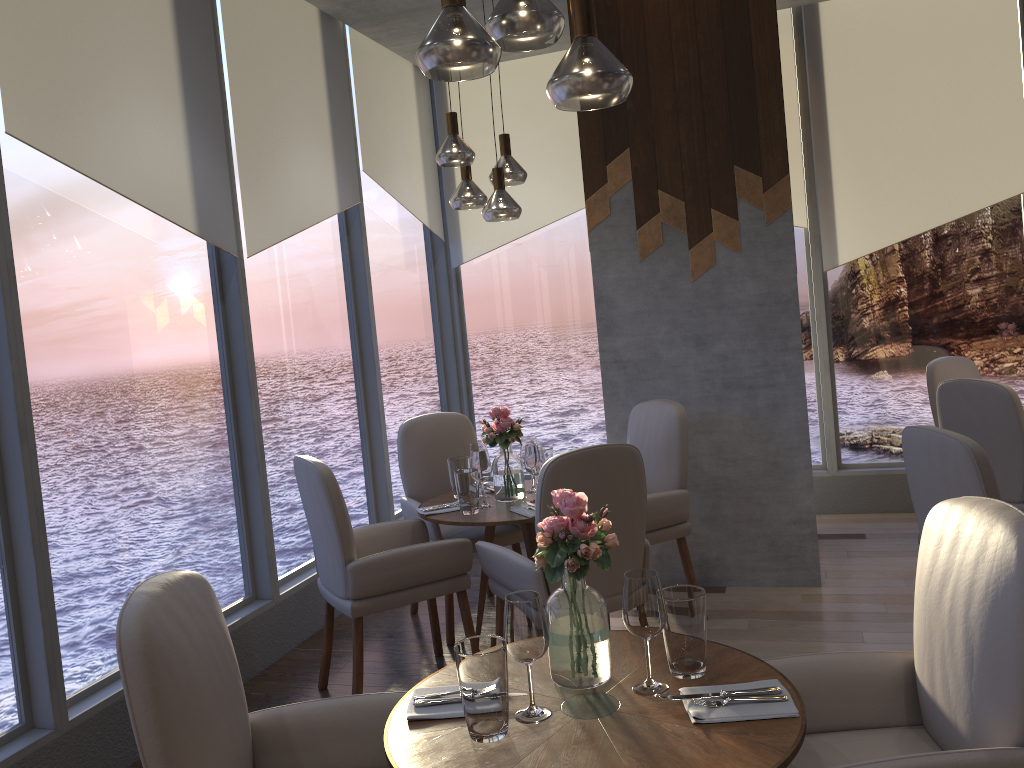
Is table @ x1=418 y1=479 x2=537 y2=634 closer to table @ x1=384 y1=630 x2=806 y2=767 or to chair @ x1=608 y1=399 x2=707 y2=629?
chair @ x1=608 y1=399 x2=707 y2=629

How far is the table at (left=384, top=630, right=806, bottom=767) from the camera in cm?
159

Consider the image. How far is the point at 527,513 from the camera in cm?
356

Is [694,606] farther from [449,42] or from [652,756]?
[449,42]

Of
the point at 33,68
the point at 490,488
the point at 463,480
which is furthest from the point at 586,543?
the point at 33,68

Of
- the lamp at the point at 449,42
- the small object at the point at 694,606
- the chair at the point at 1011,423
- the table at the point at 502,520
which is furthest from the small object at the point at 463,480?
the chair at the point at 1011,423

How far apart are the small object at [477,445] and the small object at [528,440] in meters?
0.2

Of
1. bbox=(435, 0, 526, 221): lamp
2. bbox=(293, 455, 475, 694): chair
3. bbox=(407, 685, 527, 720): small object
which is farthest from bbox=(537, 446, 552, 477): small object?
bbox=(407, 685, 527, 720): small object

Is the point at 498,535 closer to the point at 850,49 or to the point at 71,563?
the point at 71,563

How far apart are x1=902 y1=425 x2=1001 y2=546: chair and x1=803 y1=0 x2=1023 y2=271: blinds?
2.89m
